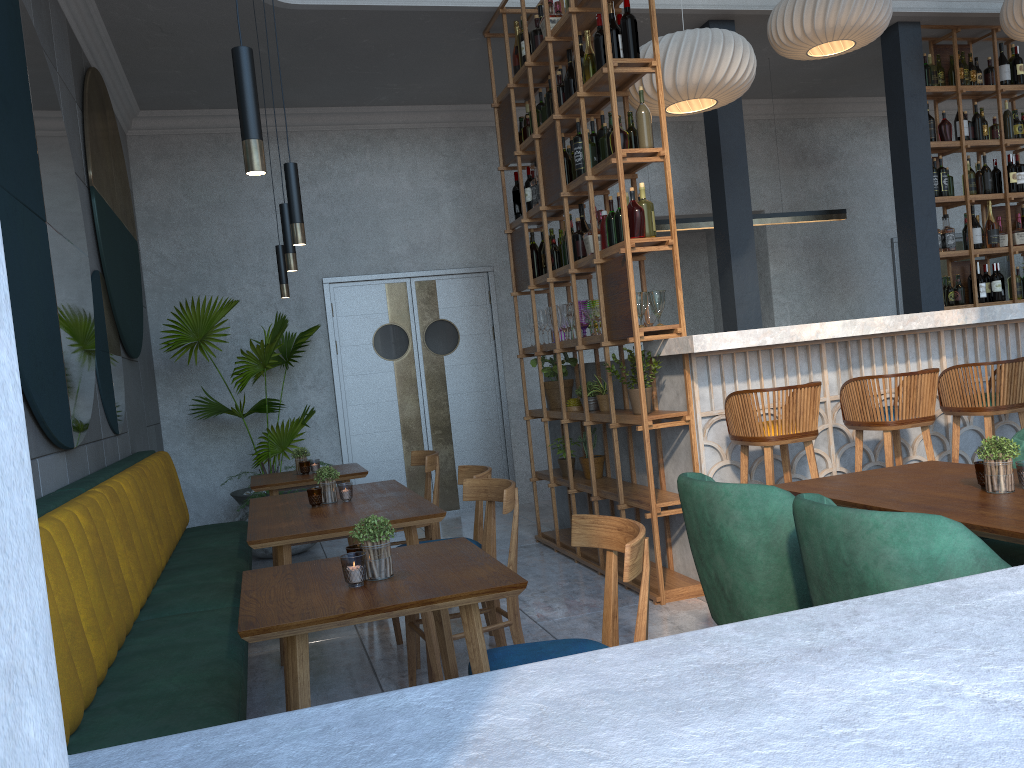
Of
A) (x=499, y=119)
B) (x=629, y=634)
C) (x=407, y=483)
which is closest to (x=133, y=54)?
(x=499, y=119)

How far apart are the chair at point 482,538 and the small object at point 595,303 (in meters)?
1.44

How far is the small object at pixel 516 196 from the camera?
5.9m

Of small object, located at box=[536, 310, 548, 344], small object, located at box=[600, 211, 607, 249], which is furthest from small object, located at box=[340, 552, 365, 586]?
small object, located at box=[536, 310, 548, 344]

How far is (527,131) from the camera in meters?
5.8 m

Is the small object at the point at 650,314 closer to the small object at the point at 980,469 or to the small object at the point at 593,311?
the small object at the point at 593,311

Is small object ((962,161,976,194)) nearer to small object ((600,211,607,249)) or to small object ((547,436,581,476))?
small object ((600,211,607,249))

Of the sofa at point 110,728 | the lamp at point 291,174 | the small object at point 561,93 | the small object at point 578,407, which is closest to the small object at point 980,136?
A: the small object at point 561,93

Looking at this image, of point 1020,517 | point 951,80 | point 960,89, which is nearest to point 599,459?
point 1020,517

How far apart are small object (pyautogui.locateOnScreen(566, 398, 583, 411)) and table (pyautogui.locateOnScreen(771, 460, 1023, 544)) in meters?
2.6
